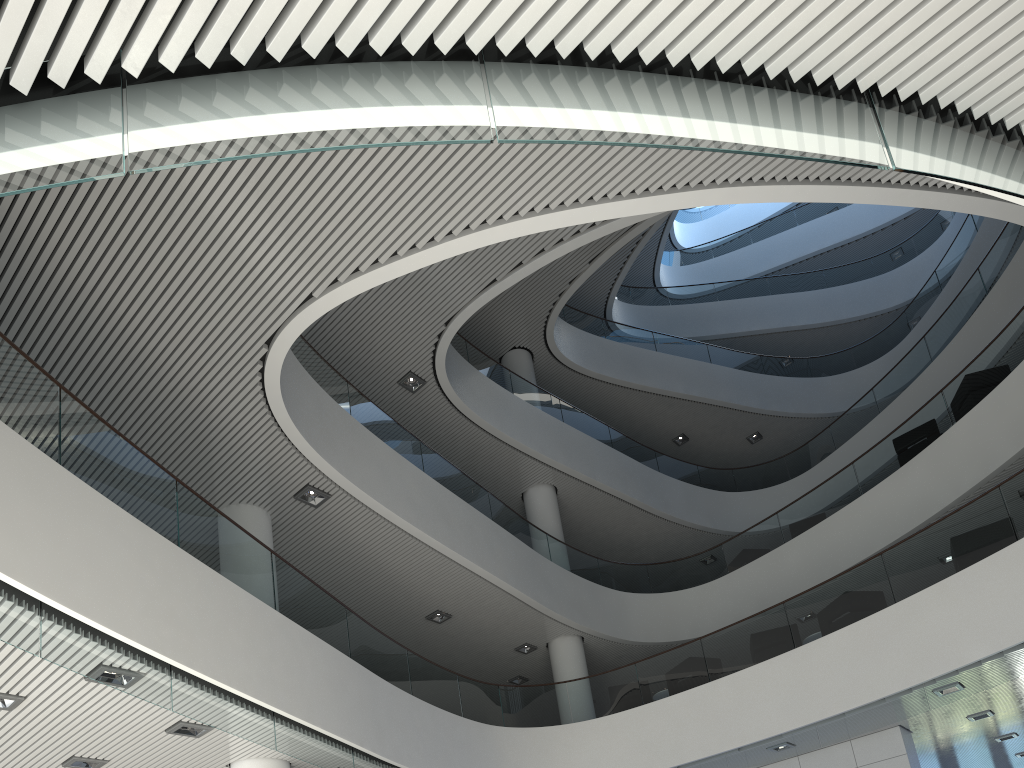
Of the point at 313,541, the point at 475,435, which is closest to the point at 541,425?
the point at 475,435

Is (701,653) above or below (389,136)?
above

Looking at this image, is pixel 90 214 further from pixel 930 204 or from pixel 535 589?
pixel 535 589

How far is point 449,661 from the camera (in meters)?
9.72

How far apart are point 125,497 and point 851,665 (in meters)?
5.76
